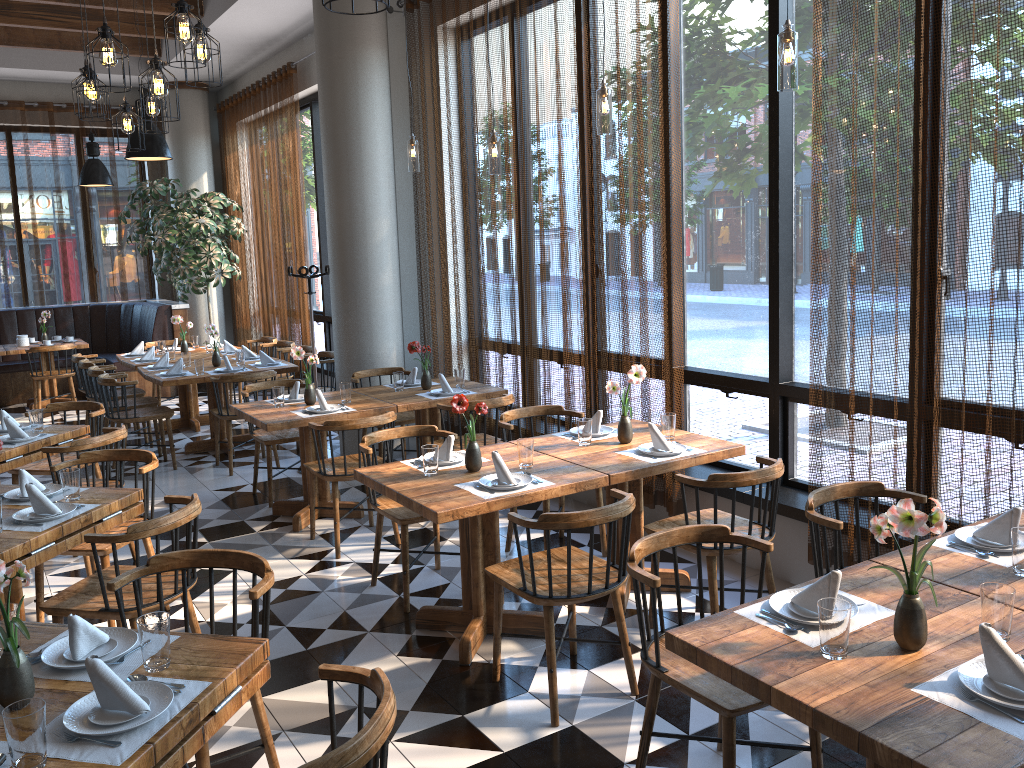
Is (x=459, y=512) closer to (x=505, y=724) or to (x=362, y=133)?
(x=505, y=724)

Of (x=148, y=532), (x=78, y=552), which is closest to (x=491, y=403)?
(x=78, y=552)

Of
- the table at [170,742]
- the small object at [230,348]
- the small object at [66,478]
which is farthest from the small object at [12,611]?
the small object at [230,348]

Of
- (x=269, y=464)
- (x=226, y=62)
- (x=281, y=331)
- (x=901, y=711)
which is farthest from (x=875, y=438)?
(x=226, y=62)

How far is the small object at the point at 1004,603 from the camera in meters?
2.2

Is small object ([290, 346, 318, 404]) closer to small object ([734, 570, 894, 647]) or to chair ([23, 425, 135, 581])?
chair ([23, 425, 135, 581])

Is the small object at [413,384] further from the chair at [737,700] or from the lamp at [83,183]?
the lamp at [83,183]

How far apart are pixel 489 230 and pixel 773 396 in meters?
2.6 m

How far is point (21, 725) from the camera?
1.8 meters

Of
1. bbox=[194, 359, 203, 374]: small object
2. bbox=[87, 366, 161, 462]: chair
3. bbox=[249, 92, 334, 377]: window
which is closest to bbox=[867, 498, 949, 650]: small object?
bbox=[194, 359, 203, 374]: small object
